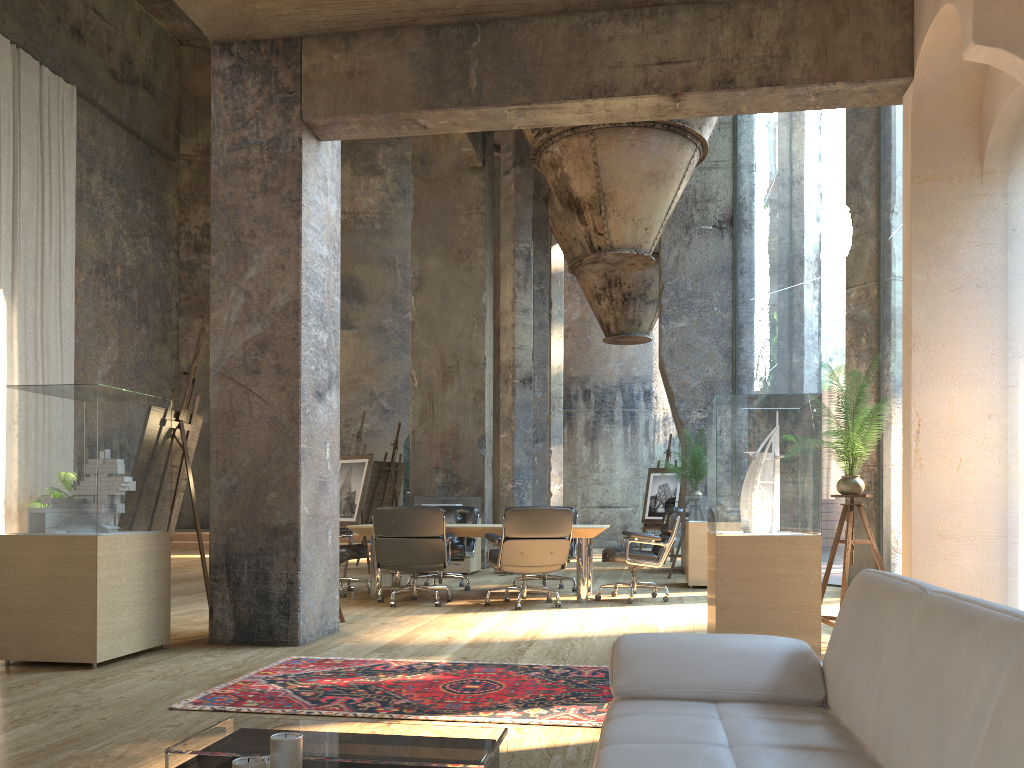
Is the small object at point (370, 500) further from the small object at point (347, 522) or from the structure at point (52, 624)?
the structure at point (52, 624)

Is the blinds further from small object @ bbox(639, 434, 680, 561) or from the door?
small object @ bbox(639, 434, 680, 561)

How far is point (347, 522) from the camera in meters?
10.8 m

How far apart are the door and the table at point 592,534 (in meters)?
10.99

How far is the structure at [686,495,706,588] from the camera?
9.3 meters

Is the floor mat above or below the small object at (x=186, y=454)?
below

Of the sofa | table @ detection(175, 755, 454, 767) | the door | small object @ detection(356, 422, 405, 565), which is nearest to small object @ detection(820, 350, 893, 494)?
the sofa

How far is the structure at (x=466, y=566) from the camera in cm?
1104

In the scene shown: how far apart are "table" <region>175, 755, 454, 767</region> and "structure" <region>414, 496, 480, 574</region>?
8.8m

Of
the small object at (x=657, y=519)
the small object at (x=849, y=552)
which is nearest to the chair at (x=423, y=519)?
the small object at (x=849, y=552)
